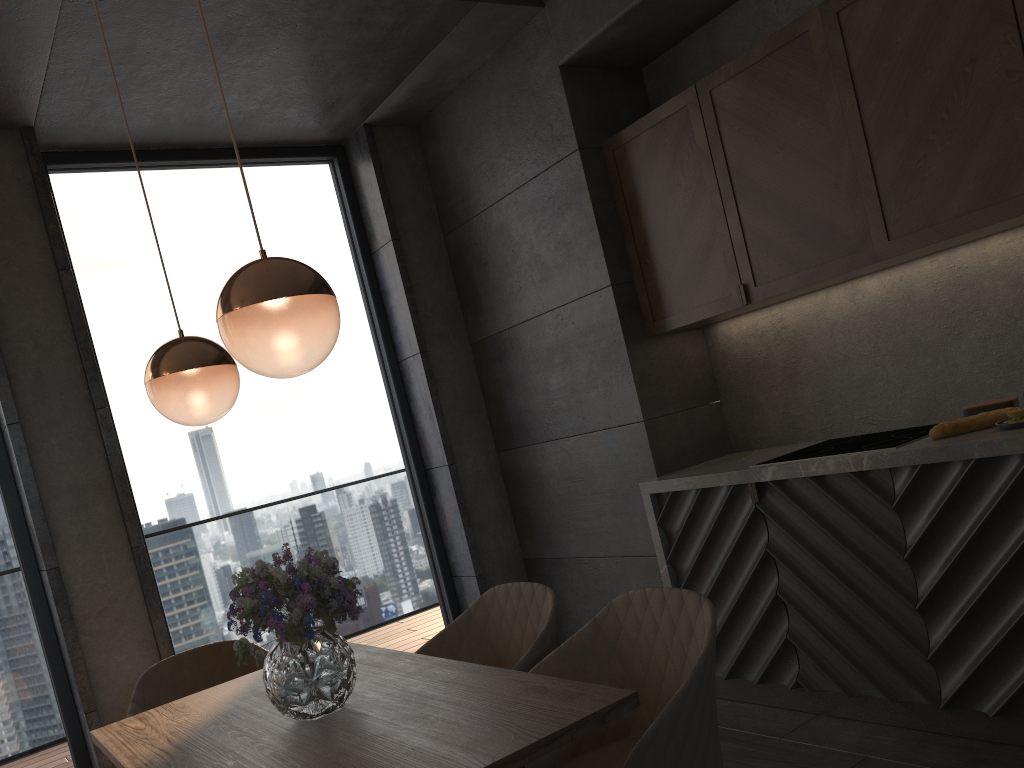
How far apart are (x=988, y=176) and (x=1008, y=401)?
0.7m

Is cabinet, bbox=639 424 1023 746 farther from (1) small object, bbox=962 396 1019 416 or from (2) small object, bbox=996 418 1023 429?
(1) small object, bbox=962 396 1019 416

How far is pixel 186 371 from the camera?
2.2m

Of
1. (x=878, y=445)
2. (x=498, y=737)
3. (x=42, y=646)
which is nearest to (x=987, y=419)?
(x=878, y=445)

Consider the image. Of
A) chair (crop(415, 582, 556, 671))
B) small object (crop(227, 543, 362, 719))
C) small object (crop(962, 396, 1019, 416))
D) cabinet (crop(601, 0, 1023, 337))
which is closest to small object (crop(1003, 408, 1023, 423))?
small object (crop(962, 396, 1019, 416))

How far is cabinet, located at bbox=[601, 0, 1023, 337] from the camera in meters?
2.6

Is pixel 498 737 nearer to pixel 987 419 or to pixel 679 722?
pixel 679 722

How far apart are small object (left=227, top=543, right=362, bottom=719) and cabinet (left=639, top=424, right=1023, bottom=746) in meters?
1.7 m

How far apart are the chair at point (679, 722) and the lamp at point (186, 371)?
1.0 meters

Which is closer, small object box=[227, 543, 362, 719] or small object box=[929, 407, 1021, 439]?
small object box=[227, 543, 362, 719]
